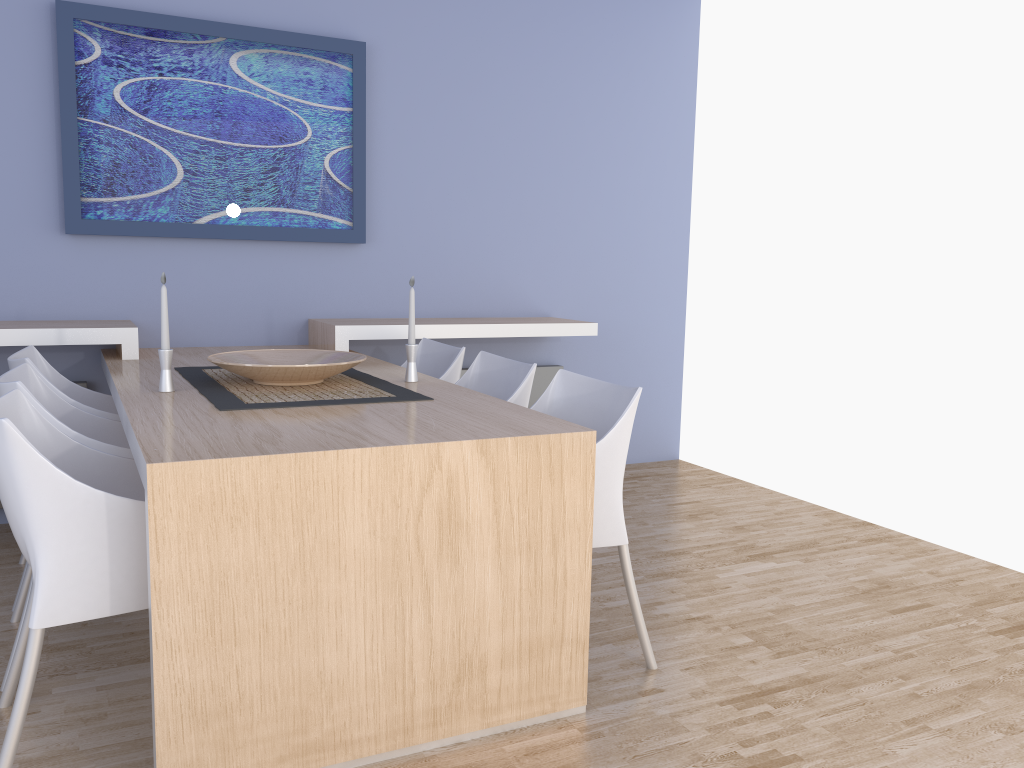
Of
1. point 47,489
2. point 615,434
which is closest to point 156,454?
point 47,489

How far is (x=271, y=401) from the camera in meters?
2.4 m

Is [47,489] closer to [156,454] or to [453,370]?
[156,454]

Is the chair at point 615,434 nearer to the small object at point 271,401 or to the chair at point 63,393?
the small object at point 271,401

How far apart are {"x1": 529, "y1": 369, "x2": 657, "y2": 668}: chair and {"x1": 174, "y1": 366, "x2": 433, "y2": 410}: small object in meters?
0.4

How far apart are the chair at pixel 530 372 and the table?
0.18m

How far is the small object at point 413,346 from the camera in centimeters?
291cm

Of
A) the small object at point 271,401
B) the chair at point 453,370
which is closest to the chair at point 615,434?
the small object at point 271,401

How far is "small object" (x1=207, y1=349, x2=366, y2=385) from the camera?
2.6m

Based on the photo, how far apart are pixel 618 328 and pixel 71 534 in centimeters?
351cm
